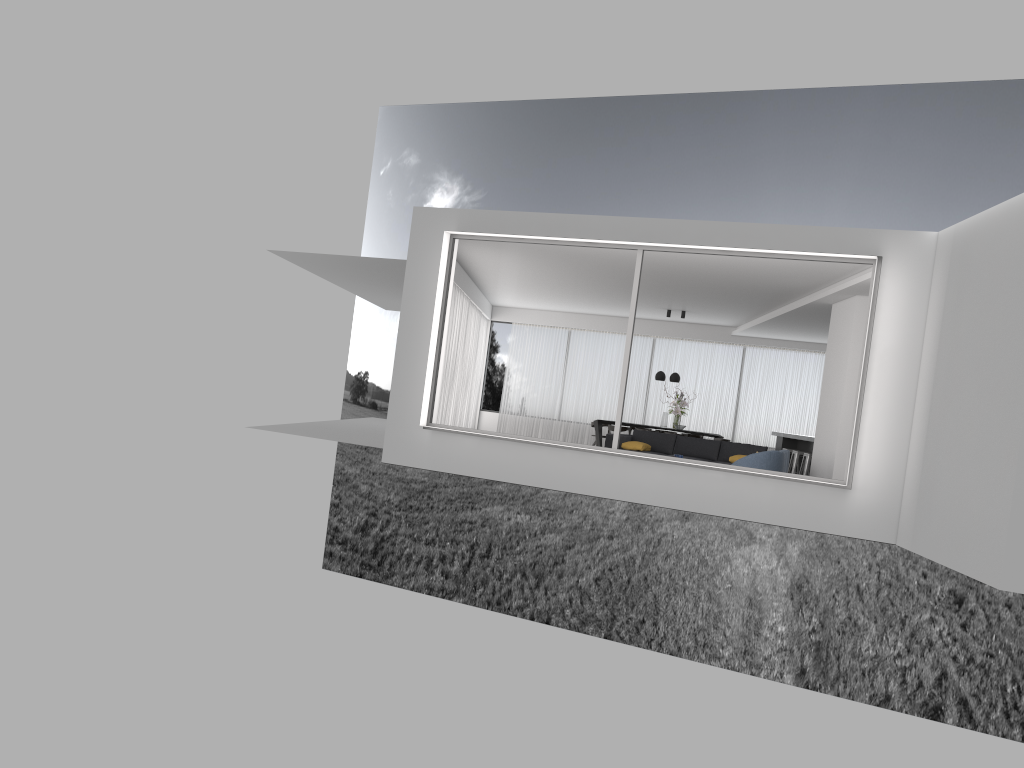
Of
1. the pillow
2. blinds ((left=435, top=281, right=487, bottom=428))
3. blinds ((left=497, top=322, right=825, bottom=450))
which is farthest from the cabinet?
blinds ((left=435, top=281, right=487, bottom=428))

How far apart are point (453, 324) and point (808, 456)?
6.6m

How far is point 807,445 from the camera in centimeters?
1619cm

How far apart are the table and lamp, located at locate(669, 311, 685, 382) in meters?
1.7

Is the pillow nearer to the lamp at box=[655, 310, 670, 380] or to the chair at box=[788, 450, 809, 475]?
the chair at box=[788, 450, 809, 475]

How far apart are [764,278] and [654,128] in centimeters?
2544cm

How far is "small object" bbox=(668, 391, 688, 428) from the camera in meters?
17.7 m

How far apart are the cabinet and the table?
3.5m

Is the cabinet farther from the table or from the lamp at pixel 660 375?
the table

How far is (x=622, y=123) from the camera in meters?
37.1
